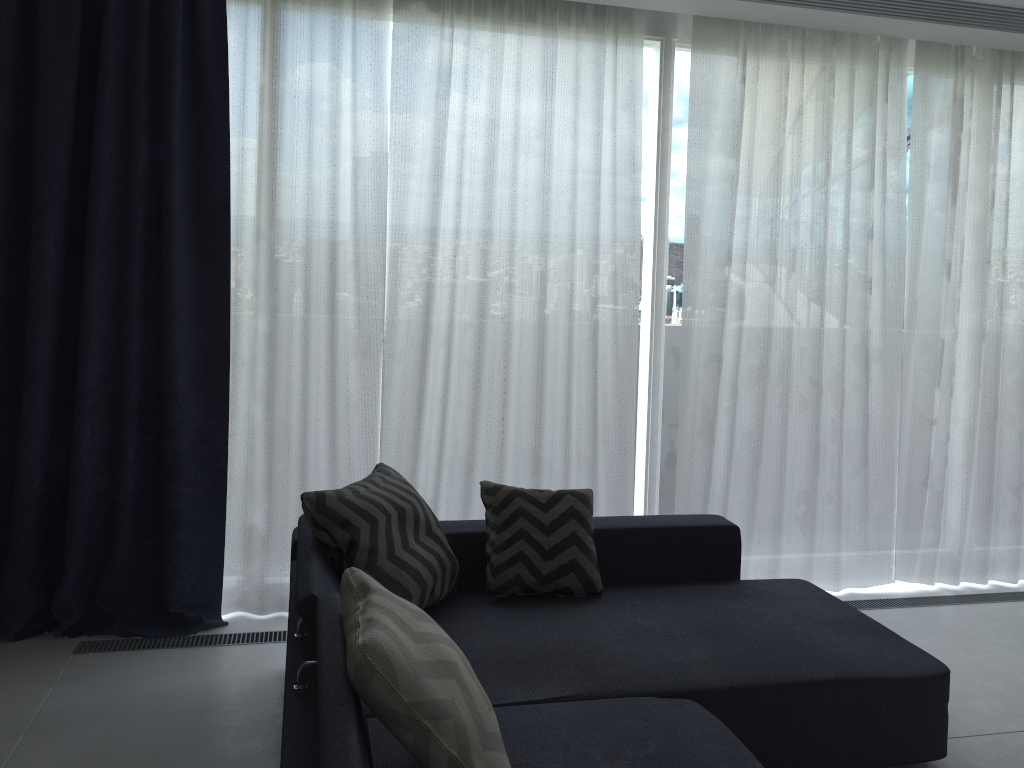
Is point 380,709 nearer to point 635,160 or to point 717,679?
point 717,679

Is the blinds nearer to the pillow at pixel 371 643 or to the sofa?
the sofa

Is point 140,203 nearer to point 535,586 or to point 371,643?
point 535,586

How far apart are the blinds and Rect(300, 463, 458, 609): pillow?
0.6 meters

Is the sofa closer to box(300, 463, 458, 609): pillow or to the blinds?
box(300, 463, 458, 609): pillow

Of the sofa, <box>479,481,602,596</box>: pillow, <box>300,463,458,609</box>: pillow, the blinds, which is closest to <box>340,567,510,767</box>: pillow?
the sofa

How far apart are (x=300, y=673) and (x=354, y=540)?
0.6m

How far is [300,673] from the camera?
2.0 meters

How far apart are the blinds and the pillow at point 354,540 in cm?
61

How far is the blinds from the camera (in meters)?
3.29
